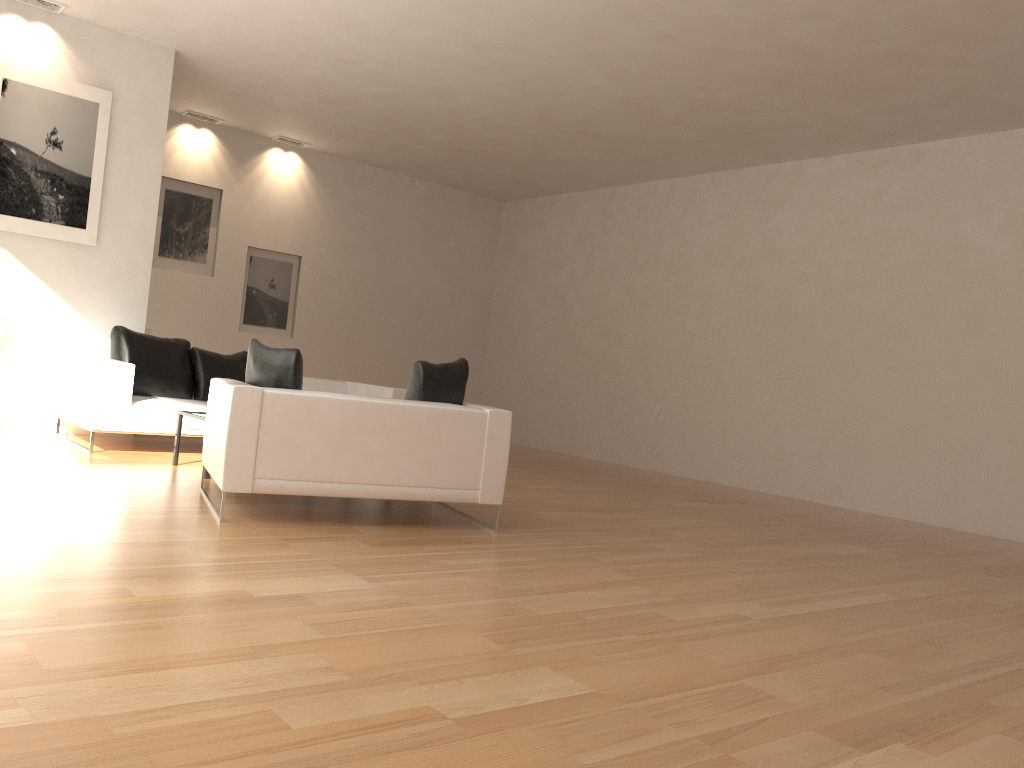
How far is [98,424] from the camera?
7.09m

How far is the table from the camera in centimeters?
649cm

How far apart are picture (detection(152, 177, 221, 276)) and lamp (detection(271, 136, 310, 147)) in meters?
1.1

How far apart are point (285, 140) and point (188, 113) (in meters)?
1.28

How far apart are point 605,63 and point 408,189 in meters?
5.8 m

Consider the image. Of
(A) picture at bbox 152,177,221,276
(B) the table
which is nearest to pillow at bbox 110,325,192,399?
(B) the table

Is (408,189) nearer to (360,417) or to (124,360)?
(124,360)

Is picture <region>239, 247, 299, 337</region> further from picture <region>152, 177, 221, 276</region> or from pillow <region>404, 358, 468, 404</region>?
pillow <region>404, 358, 468, 404</region>

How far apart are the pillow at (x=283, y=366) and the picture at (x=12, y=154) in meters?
3.8 m

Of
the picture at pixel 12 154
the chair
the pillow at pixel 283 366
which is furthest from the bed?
the pillow at pixel 283 366
